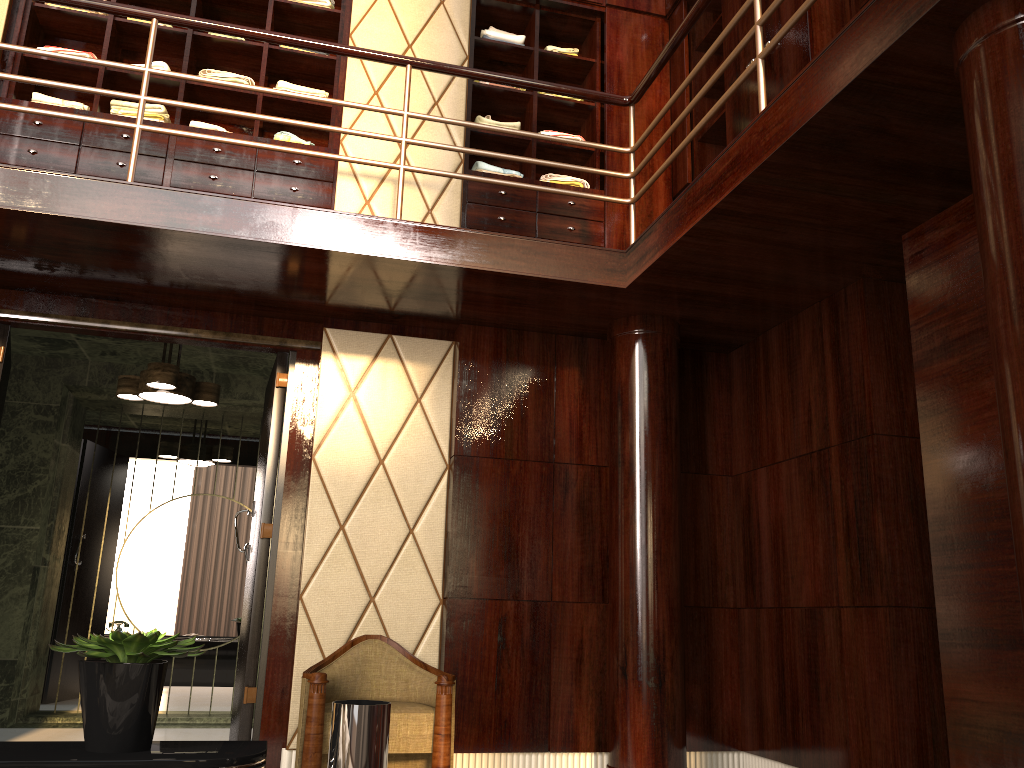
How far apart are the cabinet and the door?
0.7 meters

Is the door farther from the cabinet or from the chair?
the cabinet

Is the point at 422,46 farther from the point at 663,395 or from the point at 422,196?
the point at 663,395

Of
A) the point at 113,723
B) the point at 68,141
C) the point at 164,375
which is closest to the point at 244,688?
the point at 164,375

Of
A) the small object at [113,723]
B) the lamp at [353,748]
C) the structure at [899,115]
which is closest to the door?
the structure at [899,115]

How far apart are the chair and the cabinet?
2.0 meters

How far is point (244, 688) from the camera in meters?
3.7

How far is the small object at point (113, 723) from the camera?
1.5m

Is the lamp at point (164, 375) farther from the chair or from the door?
the chair

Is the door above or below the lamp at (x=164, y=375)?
below
